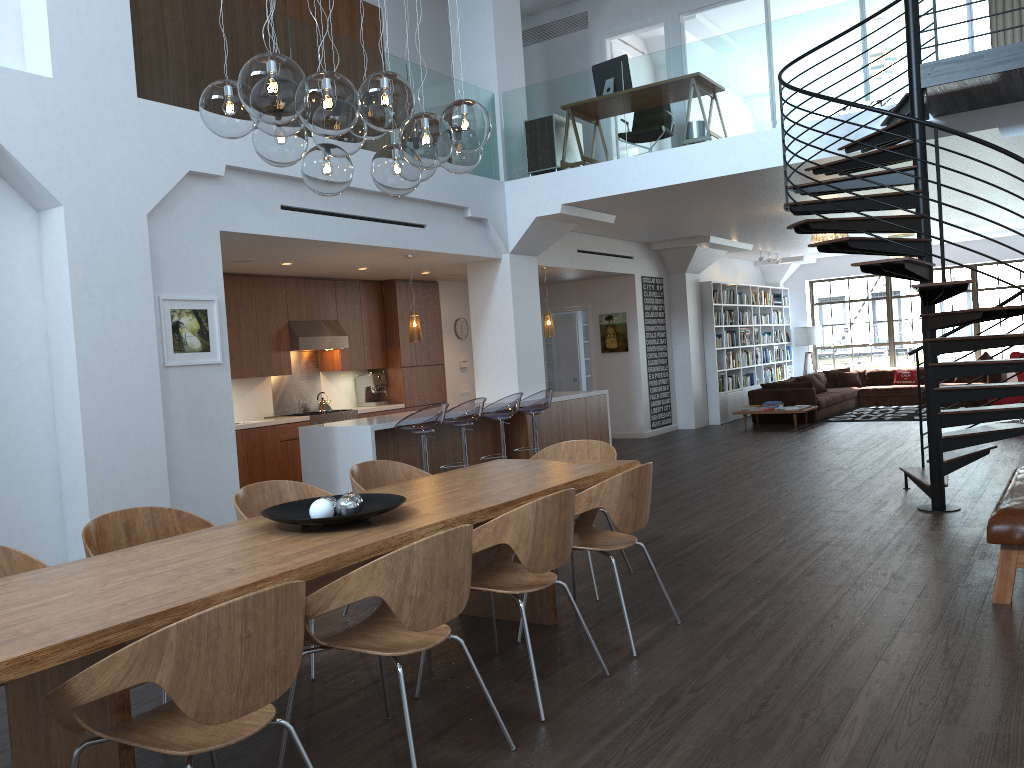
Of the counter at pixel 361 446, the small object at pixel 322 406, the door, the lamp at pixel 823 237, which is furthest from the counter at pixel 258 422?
the lamp at pixel 823 237

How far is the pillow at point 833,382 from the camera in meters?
17.2 m

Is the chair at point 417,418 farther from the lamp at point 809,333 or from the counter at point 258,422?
the lamp at point 809,333

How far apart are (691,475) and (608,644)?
5.38m

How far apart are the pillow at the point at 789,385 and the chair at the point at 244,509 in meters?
11.3 m

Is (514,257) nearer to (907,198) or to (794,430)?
(907,198)

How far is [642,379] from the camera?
13.53m

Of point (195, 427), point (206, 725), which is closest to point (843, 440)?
point (195, 427)

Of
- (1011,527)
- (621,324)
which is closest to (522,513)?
(1011,527)

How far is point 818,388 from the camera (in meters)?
15.93
